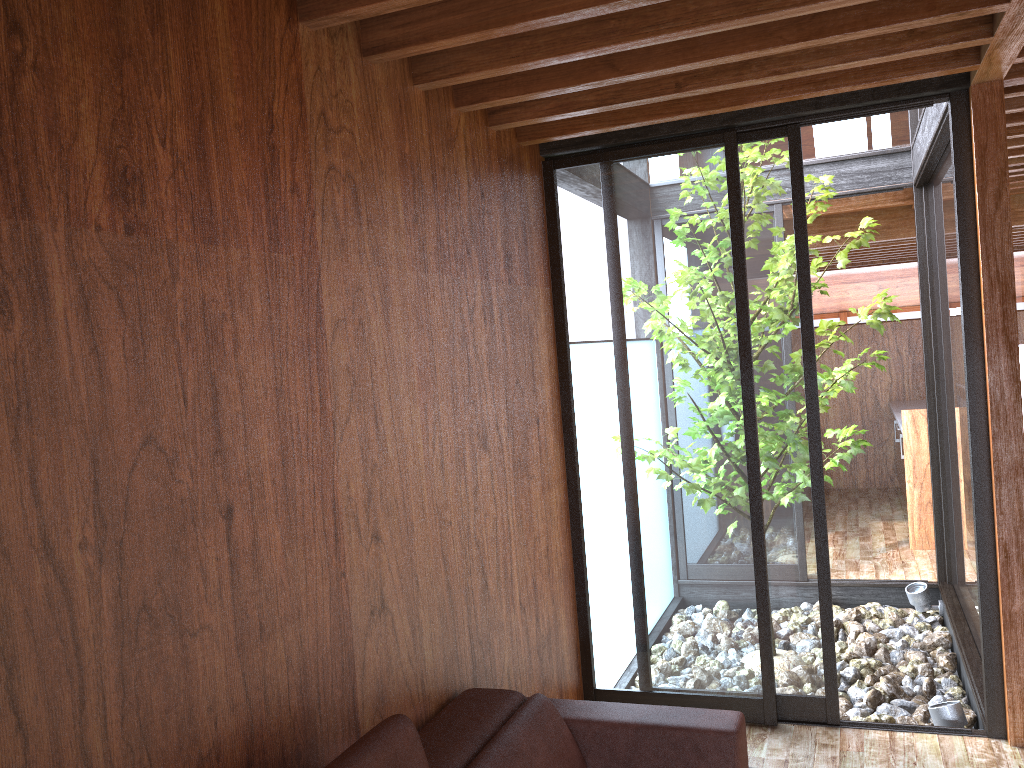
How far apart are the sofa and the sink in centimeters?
480cm

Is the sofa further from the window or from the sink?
the sink

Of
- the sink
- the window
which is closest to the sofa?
the window

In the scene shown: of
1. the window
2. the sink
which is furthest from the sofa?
the sink

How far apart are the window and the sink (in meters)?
0.92

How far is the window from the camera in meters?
3.3

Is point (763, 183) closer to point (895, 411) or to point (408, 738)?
point (408, 738)

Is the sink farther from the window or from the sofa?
the sofa

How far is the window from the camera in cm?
Answer: 334

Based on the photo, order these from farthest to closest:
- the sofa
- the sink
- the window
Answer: the sink, the window, the sofa
